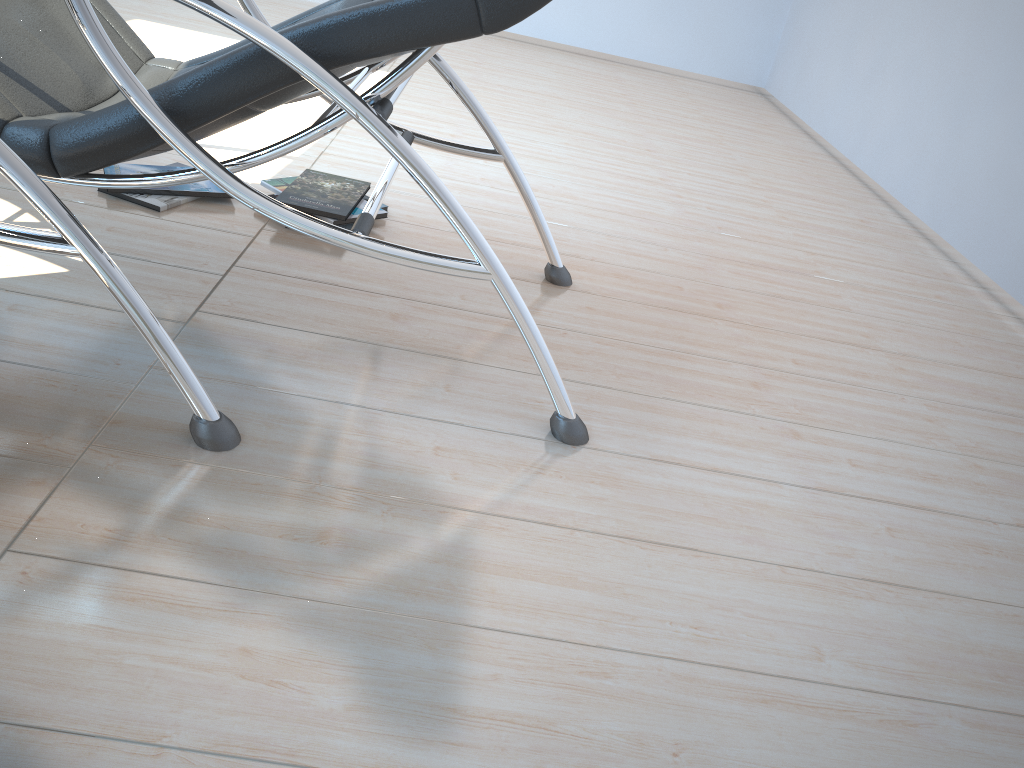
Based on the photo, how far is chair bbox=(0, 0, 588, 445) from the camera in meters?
1.3 m

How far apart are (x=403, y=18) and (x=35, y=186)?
0.58m

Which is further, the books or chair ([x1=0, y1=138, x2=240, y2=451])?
the books

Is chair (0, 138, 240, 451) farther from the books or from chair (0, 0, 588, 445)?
the books

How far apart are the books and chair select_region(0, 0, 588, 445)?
0.27m

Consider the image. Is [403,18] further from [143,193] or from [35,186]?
[143,193]

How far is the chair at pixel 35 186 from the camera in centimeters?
123cm

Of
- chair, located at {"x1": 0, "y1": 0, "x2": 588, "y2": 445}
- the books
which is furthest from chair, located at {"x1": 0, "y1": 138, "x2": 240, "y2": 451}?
the books

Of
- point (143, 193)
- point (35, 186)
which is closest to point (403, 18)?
point (35, 186)

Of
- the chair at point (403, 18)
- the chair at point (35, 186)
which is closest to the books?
the chair at point (403, 18)
